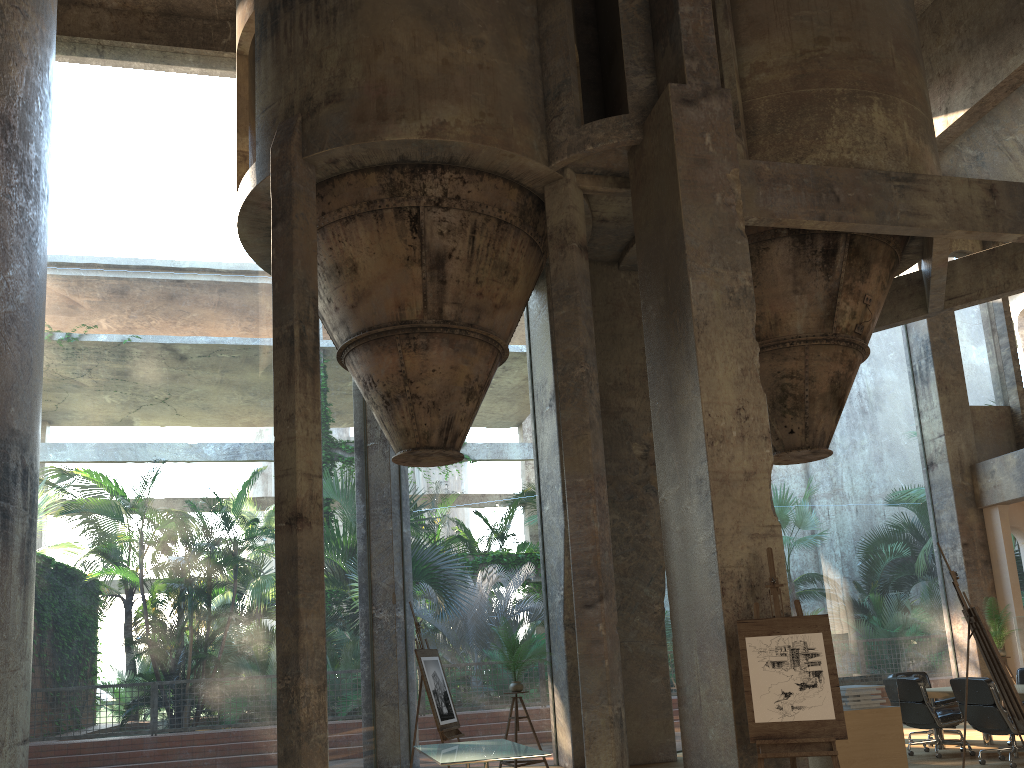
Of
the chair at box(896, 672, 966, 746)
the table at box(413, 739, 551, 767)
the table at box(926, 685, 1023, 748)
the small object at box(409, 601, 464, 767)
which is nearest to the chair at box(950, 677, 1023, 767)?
the table at box(926, 685, 1023, 748)

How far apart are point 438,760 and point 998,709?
5.45m

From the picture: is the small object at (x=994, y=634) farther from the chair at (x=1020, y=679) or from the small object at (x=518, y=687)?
the small object at (x=518, y=687)

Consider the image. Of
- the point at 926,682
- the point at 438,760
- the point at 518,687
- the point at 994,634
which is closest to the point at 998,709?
the point at 926,682

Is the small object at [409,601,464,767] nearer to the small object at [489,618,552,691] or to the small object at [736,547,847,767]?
the small object at [489,618,552,691]

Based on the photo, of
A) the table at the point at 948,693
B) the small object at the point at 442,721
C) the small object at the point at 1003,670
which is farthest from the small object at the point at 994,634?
the small object at the point at 442,721

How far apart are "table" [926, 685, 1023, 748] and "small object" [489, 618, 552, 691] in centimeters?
472cm

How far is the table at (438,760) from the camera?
7.1m

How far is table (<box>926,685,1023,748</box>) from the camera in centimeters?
985cm

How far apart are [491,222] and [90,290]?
42.7 meters
